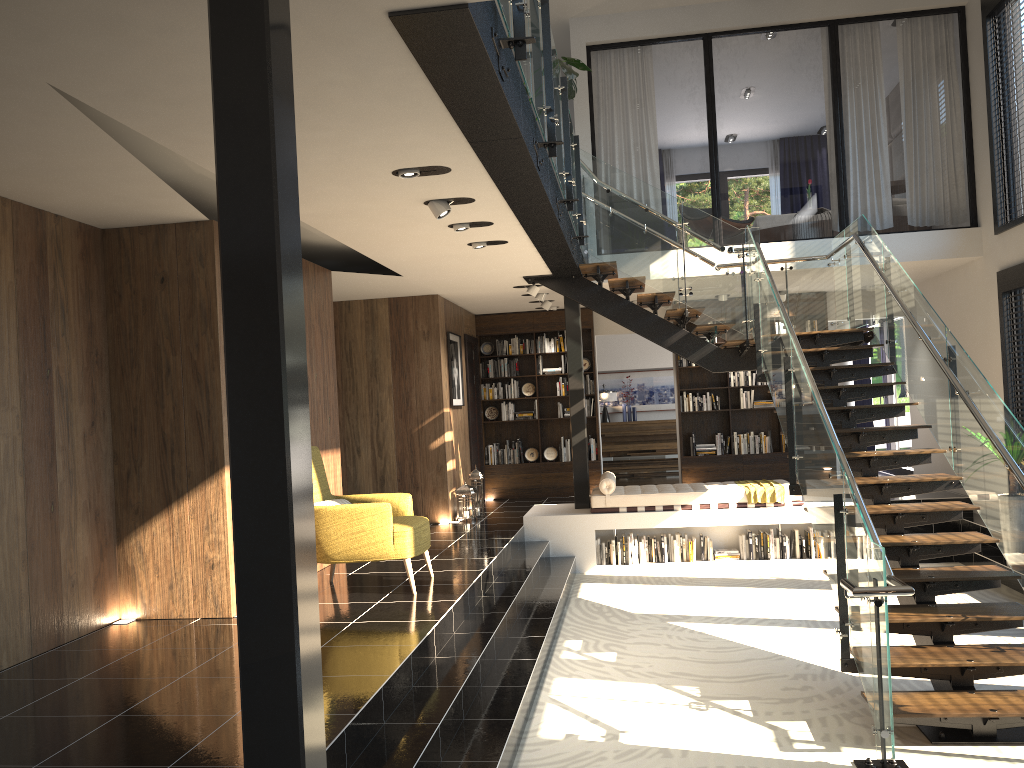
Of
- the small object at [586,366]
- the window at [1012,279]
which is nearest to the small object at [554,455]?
the small object at [586,366]

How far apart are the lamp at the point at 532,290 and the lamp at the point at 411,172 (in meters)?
5.01

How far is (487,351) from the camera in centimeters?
1294cm

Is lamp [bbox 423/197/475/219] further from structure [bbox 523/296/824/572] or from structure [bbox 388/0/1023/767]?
structure [bbox 523/296/824/572]

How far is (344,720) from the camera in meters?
3.8

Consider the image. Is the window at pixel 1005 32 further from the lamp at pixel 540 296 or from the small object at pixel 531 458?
the small object at pixel 531 458

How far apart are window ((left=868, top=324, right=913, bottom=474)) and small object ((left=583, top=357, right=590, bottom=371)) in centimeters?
487cm

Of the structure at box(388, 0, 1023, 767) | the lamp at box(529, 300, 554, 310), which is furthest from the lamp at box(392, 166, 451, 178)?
the lamp at box(529, 300, 554, 310)

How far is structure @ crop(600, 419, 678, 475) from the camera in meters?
15.7 m

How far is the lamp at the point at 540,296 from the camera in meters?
10.9
